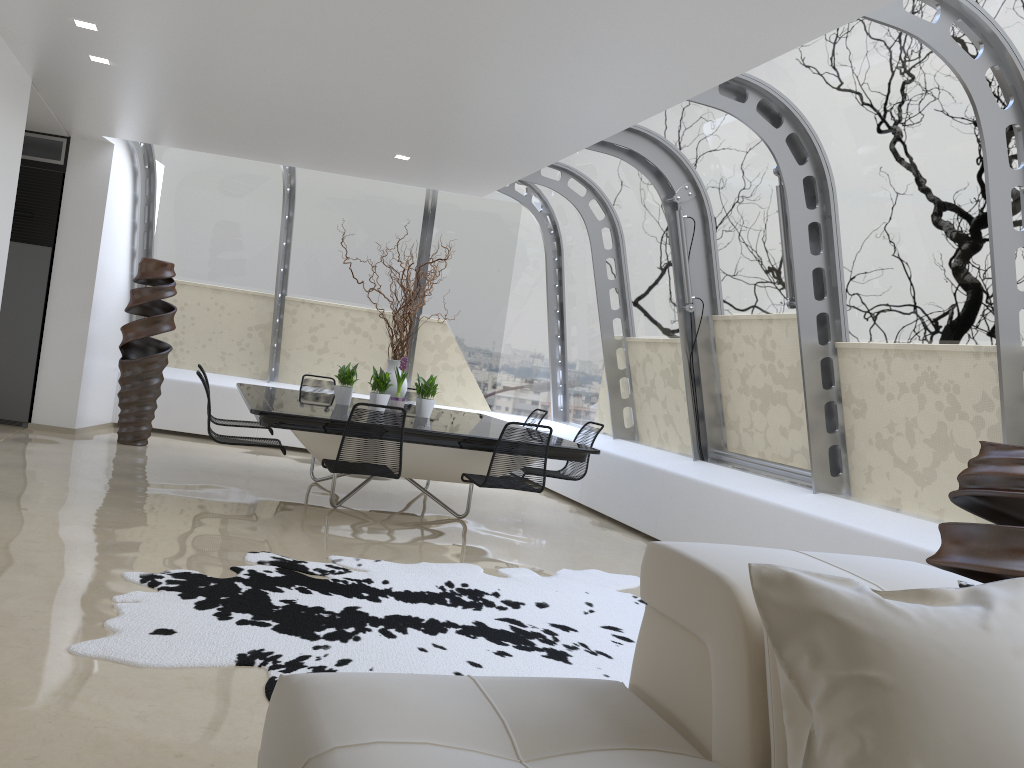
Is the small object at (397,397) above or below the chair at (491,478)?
above

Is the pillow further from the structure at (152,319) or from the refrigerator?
the refrigerator

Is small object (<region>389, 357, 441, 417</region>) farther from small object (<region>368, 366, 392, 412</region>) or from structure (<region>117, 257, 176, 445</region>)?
structure (<region>117, 257, 176, 445</region>)

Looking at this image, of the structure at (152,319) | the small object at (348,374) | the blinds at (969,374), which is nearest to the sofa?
the blinds at (969,374)

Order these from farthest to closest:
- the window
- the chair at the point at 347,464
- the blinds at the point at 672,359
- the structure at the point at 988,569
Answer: the blinds at the point at 672,359 → the chair at the point at 347,464 → the window → the structure at the point at 988,569

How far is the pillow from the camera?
1.52m

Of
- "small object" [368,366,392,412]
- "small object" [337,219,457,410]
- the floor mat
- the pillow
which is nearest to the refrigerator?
"small object" [337,219,457,410]

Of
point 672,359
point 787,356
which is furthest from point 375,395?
point 787,356

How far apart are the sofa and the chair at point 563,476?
4.79m

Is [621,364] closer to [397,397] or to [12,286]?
[397,397]
